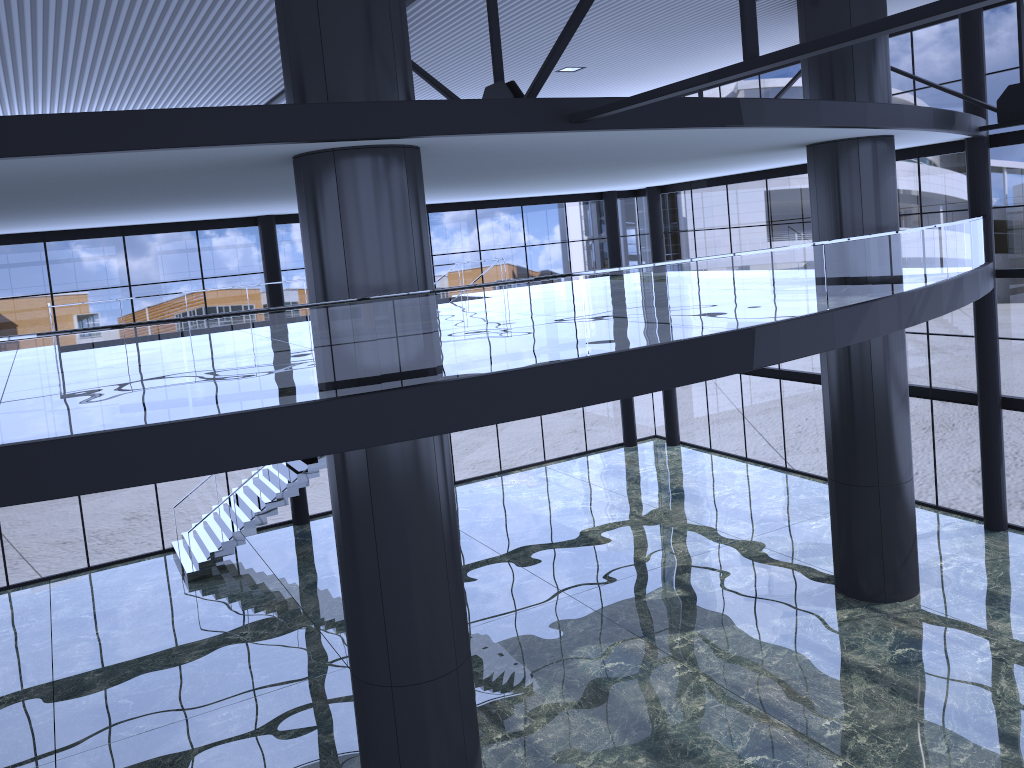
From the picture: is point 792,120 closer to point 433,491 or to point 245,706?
point 433,491
